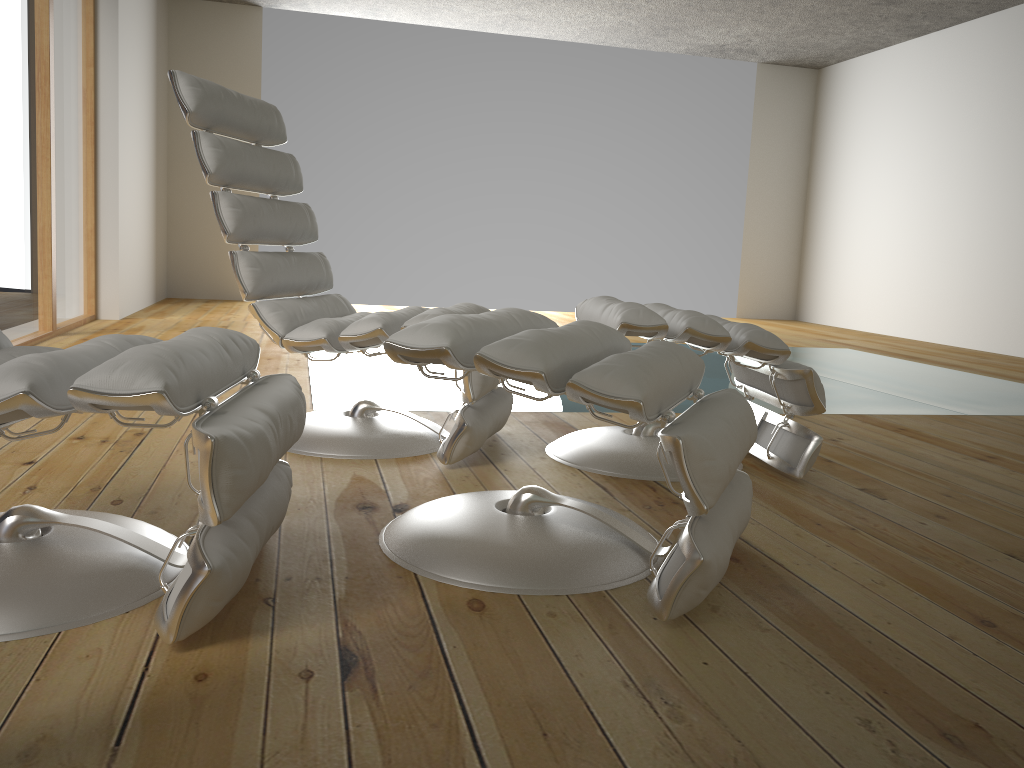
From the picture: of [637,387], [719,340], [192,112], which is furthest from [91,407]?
[719,340]

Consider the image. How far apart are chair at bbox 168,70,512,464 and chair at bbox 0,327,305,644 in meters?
0.6 m

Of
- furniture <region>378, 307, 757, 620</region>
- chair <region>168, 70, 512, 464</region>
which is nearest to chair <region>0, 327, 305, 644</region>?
furniture <region>378, 307, 757, 620</region>

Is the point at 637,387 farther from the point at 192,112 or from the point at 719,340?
the point at 192,112

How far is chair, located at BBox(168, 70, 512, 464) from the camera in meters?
2.2

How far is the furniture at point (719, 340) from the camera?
2.2 meters

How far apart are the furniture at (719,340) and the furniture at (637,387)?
0.30m

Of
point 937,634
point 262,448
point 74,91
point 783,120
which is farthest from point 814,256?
point 262,448

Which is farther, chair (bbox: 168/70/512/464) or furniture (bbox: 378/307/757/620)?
chair (bbox: 168/70/512/464)

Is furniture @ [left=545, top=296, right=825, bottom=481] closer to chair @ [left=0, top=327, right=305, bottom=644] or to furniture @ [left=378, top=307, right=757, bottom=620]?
furniture @ [left=378, top=307, right=757, bottom=620]
